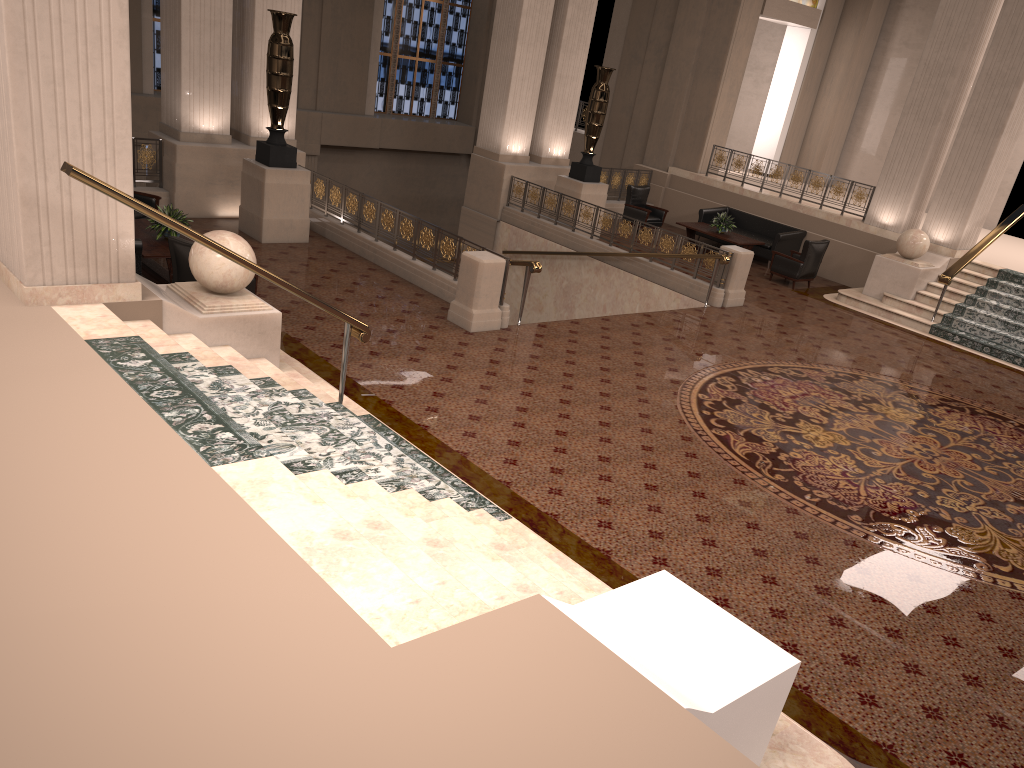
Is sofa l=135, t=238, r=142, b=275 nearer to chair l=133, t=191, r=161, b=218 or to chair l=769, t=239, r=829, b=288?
chair l=133, t=191, r=161, b=218

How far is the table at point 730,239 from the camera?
16.2 meters

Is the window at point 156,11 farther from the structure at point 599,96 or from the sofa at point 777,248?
the sofa at point 777,248

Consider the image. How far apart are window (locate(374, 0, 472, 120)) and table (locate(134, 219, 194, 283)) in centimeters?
1349cm

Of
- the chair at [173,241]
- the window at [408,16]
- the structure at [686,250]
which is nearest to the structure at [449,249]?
the chair at [173,241]

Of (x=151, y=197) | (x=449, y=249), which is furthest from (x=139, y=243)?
(x=449, y=249)

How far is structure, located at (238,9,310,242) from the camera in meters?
11.6

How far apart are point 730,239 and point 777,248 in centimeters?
101cm

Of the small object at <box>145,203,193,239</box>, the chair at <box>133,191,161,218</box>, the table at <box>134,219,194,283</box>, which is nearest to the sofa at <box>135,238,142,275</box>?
the table at <box>134,219,194,283</box>

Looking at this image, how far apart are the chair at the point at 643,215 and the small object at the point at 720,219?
1.32m
